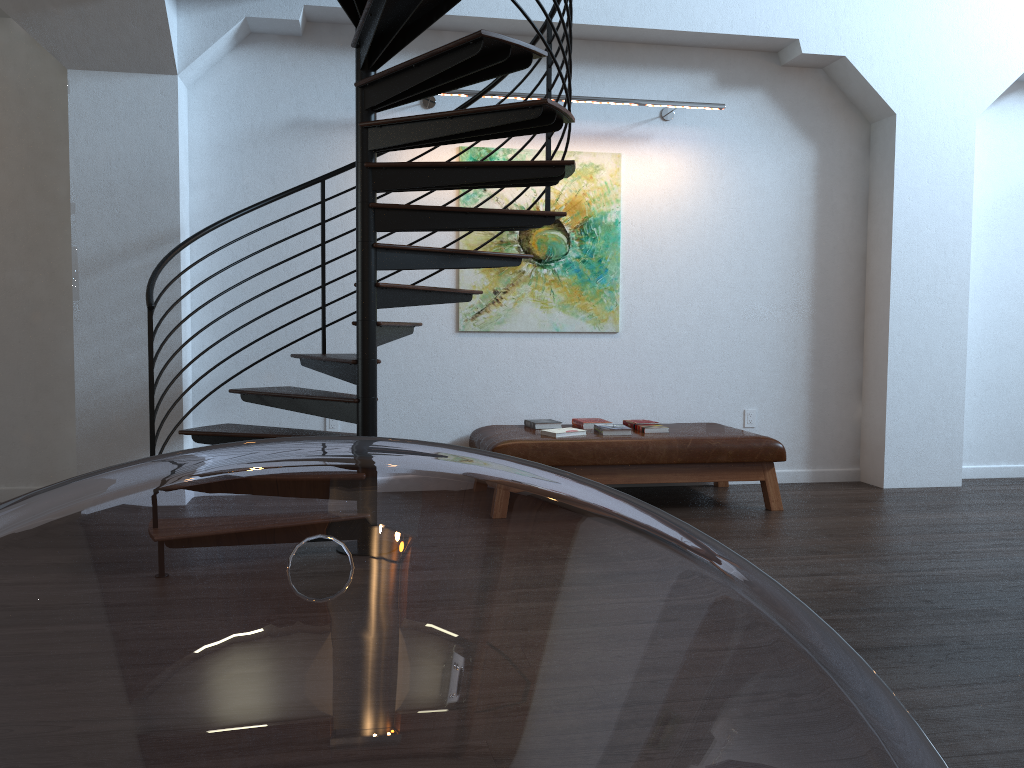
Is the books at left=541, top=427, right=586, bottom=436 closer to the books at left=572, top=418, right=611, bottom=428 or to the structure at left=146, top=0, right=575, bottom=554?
the books at left=572, top=418, right=611, bottom=428

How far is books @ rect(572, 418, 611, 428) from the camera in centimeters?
560cm

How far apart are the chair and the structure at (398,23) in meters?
3.2 m

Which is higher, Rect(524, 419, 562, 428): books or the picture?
the picture

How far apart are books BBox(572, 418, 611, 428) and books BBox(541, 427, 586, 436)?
0.30m

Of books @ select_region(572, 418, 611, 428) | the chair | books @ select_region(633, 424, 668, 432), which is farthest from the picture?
the chair

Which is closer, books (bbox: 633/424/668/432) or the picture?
books (bbox: 633/424/668/432)

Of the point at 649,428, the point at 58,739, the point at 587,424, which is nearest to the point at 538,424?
the point at 587,424

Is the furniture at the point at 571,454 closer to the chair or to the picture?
the picture

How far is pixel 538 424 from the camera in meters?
5.6
